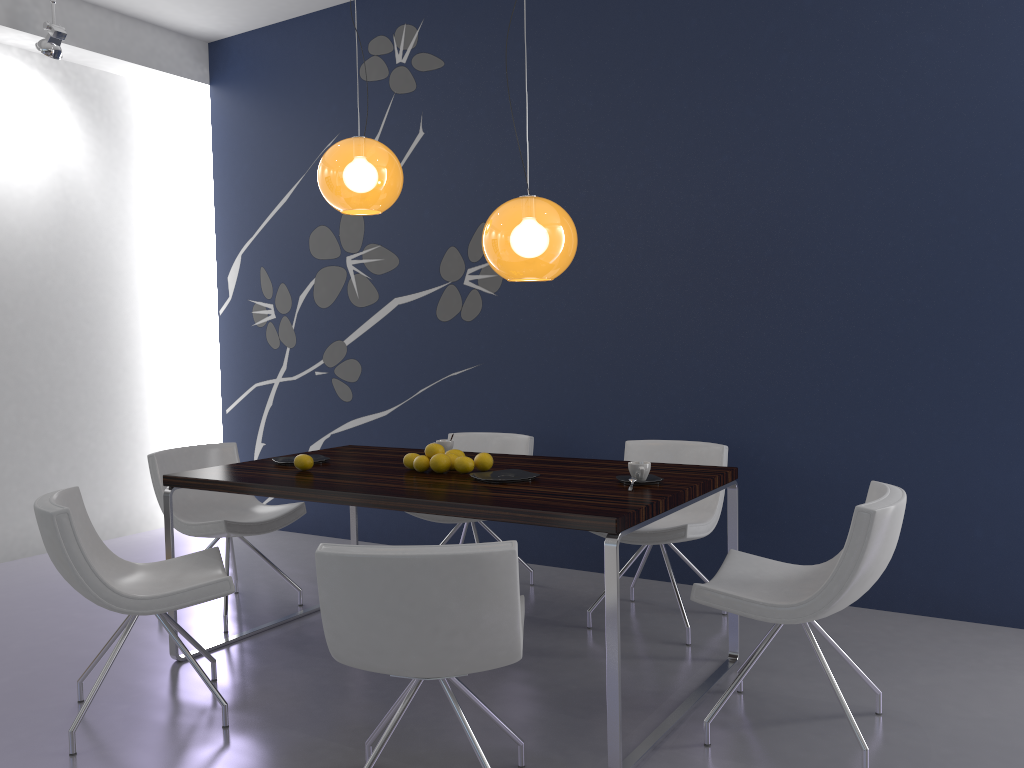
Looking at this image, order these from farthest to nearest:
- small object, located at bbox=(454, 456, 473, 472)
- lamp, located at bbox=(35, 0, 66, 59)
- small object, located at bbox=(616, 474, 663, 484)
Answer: lamp, located at bbox=(35, 0, 66, 59) < small object, located at bbox=(454, 456, 473, 472) < small object, located at bbox=(616, 474, 663, 484)

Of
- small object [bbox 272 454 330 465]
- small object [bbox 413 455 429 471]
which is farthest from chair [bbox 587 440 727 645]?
small object [bbox 272 454 330 465]

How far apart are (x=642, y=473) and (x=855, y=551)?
0.8m

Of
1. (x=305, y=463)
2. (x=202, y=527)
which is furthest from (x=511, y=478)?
(x=202, y=527)

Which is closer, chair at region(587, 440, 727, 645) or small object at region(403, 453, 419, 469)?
small object at region(403, 453, 419, 469)

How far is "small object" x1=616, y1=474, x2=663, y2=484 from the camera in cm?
311

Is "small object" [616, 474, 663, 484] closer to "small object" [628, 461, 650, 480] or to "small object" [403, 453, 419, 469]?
"small object" [628, 461, 650, 480]

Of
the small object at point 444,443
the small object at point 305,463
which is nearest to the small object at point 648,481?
the small object at point 444,443

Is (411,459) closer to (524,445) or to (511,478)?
(511,478)

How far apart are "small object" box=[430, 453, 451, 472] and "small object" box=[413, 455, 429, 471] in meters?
0.1 m
